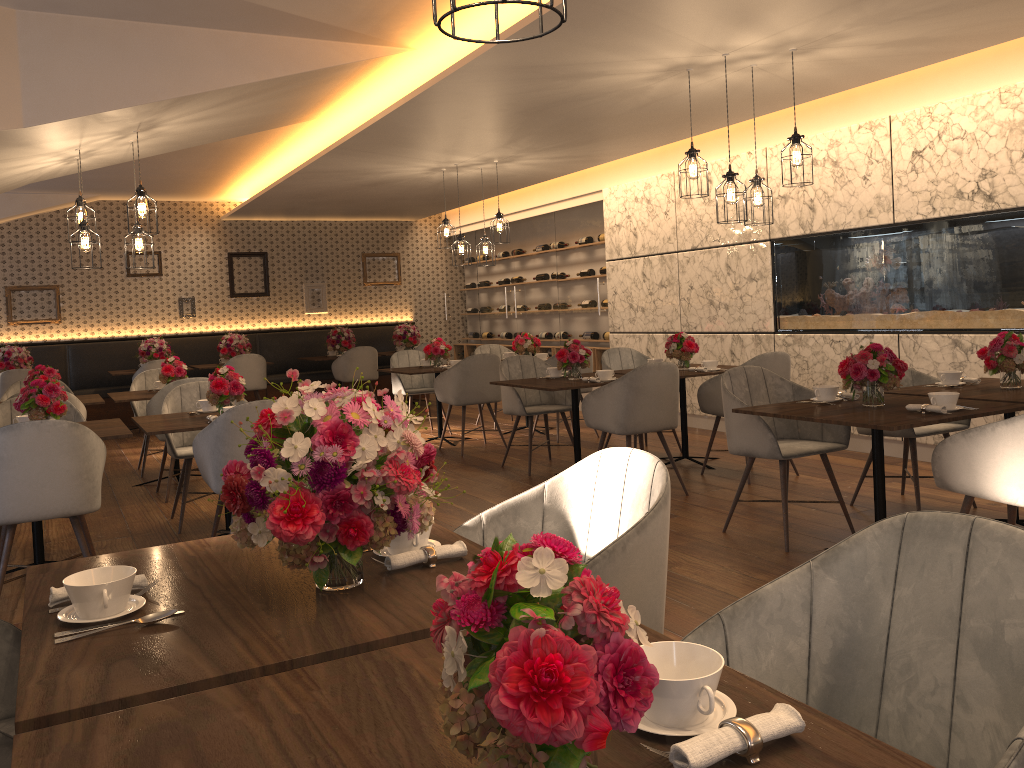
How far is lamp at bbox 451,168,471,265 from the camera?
8.4 meters

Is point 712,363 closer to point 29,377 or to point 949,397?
point 949,397

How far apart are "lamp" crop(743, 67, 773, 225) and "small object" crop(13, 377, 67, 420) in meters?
4.0 m

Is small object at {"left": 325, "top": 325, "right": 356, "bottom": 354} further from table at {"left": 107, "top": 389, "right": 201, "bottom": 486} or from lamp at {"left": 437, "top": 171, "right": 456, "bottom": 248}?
table at {"left": 107, "top": 389, "right": 201, "bottom": 486}

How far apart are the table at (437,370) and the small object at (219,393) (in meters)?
3.02

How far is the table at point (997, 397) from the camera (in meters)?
4.12

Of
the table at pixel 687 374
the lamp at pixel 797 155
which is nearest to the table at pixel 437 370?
the table at pixel 687 374

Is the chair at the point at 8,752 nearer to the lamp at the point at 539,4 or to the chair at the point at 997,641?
the chair at the point at 997,641

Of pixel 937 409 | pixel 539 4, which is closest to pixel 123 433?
pixel 937 409

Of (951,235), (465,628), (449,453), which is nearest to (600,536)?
(465,628)
